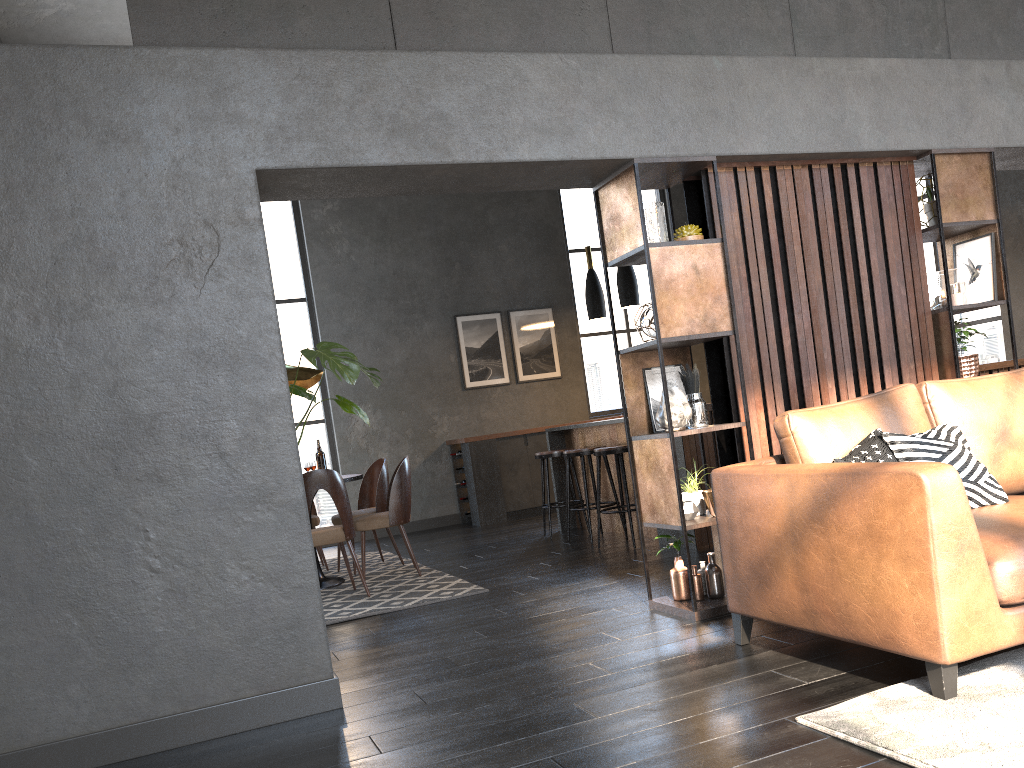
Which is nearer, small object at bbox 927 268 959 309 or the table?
small object at bbox 927 268 959 309

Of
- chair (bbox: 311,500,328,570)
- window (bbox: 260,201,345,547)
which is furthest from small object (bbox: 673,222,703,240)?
window (bbox: 260,201,345,547)

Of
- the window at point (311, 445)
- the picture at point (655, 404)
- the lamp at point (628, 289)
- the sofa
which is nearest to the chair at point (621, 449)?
the lamp at point (628, 289)

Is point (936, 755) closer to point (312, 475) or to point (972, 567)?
point (972, 567)

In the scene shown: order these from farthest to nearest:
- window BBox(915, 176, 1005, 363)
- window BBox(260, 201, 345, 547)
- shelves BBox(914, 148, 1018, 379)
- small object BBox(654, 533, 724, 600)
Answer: window BBox(260, 201, 345, 547) < window BBox(915, 176, 1005, 363) < shelves BBox(914, 148, 1018, 379) < small object BBox(654, 533, 724, 600)

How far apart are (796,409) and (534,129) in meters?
1.6 m

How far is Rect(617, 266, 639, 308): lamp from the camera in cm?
696

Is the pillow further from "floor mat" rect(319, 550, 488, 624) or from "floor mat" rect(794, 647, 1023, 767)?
"floor mat" rect(319, 550, 488, 624)

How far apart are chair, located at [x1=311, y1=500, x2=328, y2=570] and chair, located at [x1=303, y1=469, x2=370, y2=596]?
1.7 meters

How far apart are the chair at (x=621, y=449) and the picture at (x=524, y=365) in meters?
3.8 m
